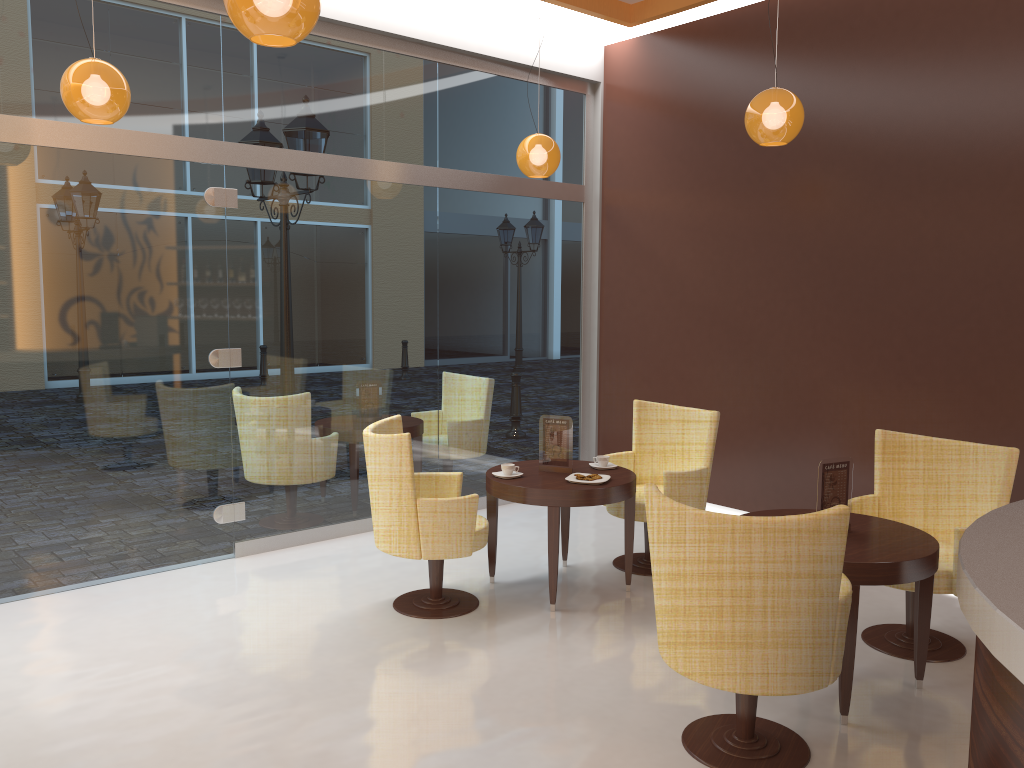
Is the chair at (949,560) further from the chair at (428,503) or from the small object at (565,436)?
the chair at (428,503)

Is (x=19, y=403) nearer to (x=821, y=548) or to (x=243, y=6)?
(x=243, y=6)

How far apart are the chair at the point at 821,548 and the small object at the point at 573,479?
1.6 meters

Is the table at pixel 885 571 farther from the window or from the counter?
the window

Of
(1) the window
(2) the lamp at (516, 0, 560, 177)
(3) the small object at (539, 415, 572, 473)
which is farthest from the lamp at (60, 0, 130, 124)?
(3) the small object at (539, 415, 572, 473)

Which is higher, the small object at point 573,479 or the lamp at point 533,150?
the lamp at point 533,150

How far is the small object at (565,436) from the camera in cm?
515

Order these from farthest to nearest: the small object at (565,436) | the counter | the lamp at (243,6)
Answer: the small object at (565,436)
the lamp at (243,6)
the counter

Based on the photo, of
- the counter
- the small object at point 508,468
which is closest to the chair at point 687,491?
the small object at point 508,468

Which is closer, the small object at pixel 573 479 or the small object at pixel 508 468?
the small object at pixel 573 479
